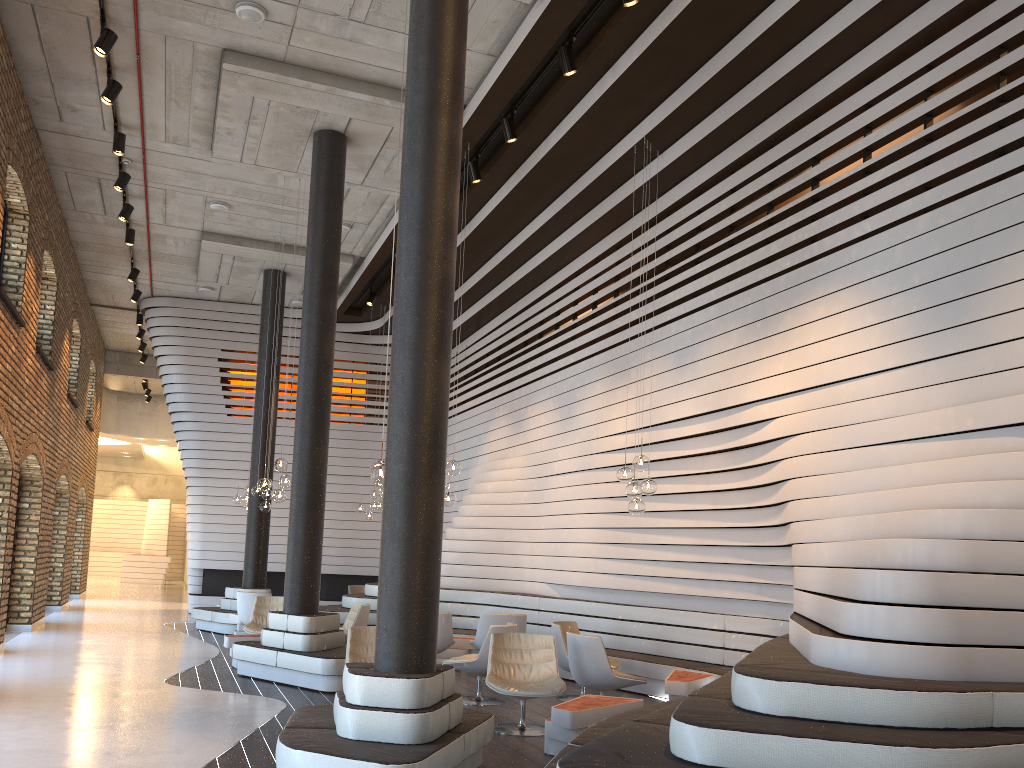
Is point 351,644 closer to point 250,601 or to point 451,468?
point 451,468

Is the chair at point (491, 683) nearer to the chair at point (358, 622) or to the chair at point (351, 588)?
the chair at point (358, 622)

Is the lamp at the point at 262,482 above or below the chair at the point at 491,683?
above

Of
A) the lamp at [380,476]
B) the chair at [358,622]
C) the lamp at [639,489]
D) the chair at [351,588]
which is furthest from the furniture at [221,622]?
the lamp at [380,476]

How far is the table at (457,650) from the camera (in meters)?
10.57

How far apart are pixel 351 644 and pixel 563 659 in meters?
2.3 m

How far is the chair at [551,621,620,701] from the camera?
8.59m

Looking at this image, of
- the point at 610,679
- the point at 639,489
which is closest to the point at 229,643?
the point at 610,679

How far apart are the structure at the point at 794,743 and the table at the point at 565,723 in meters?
0.2 m

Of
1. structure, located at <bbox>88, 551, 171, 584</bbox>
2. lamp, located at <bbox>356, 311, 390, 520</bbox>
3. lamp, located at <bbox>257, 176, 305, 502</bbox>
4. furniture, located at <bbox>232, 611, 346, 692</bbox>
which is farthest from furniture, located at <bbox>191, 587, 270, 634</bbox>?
structure, located at <bbox>88, 551, 171, 584</bbox>
